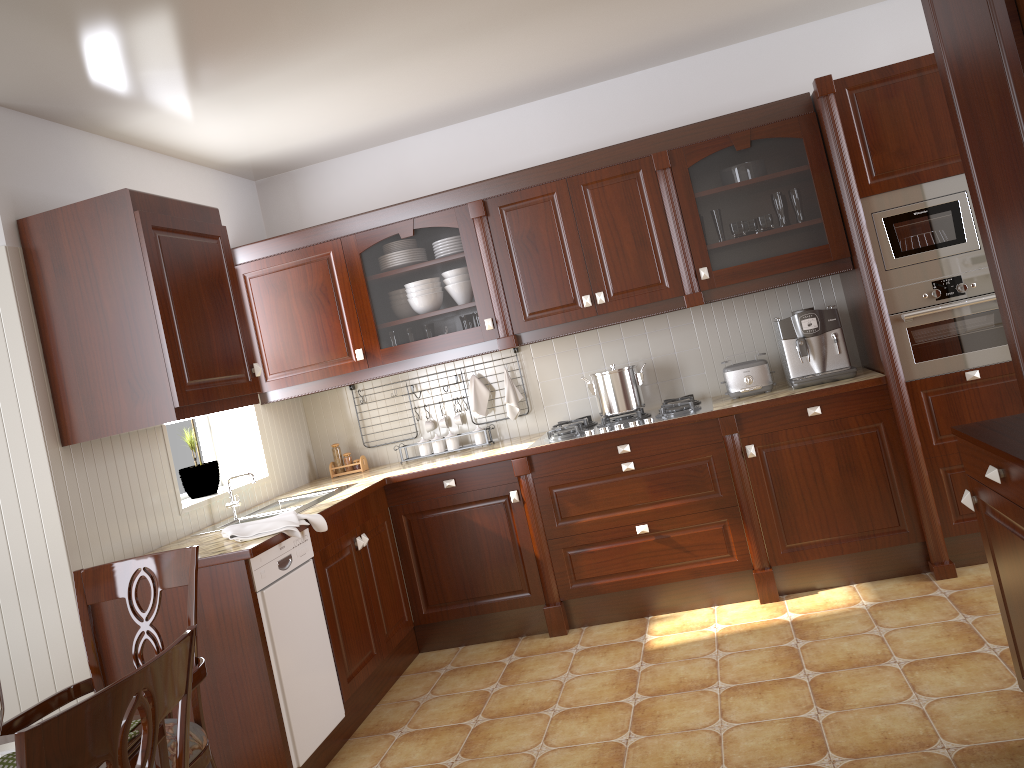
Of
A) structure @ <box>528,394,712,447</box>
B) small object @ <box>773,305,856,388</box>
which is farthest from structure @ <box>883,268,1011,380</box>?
structure @ <box>528,394,712,447</box>

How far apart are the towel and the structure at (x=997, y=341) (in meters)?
2.36

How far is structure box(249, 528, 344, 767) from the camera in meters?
2.9

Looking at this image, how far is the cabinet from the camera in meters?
2.9

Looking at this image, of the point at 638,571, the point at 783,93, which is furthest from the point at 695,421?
the point at 783,93

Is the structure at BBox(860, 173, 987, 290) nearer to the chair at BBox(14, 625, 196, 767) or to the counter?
the counter

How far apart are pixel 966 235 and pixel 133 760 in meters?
3.4 m

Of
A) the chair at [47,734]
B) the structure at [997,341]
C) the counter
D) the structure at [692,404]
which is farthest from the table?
the structure at [997,341]

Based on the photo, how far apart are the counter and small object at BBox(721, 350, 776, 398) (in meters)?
0.03

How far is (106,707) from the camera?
1.1m
